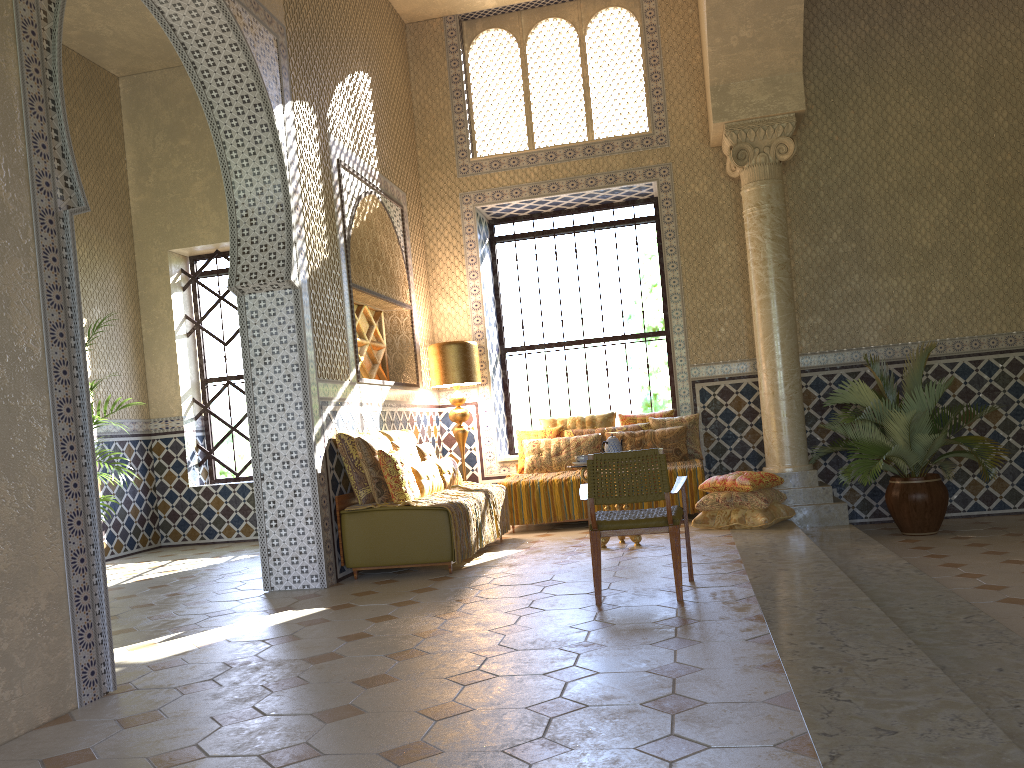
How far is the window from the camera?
14.5 meters

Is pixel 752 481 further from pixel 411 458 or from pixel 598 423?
pixel 411 458

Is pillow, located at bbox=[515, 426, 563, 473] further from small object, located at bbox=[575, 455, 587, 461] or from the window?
small object, located at bbox=[575, 455, 587, 461]

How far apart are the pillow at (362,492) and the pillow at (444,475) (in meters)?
1.03

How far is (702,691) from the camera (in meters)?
4.56

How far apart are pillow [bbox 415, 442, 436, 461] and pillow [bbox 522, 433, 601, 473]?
1.9 meters

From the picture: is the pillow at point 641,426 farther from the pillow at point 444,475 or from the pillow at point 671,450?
the pillow at point 444,475

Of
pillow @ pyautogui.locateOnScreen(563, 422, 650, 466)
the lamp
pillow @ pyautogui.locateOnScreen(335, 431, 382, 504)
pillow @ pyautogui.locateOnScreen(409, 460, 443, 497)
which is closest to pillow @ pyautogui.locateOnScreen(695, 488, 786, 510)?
pillow @ pyautogui.locateOnScreen(563, 422, 650, 466)

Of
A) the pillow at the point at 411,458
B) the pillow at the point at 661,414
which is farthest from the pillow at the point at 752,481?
the pillow at the point at 411,458

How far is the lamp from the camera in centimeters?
1280cm
